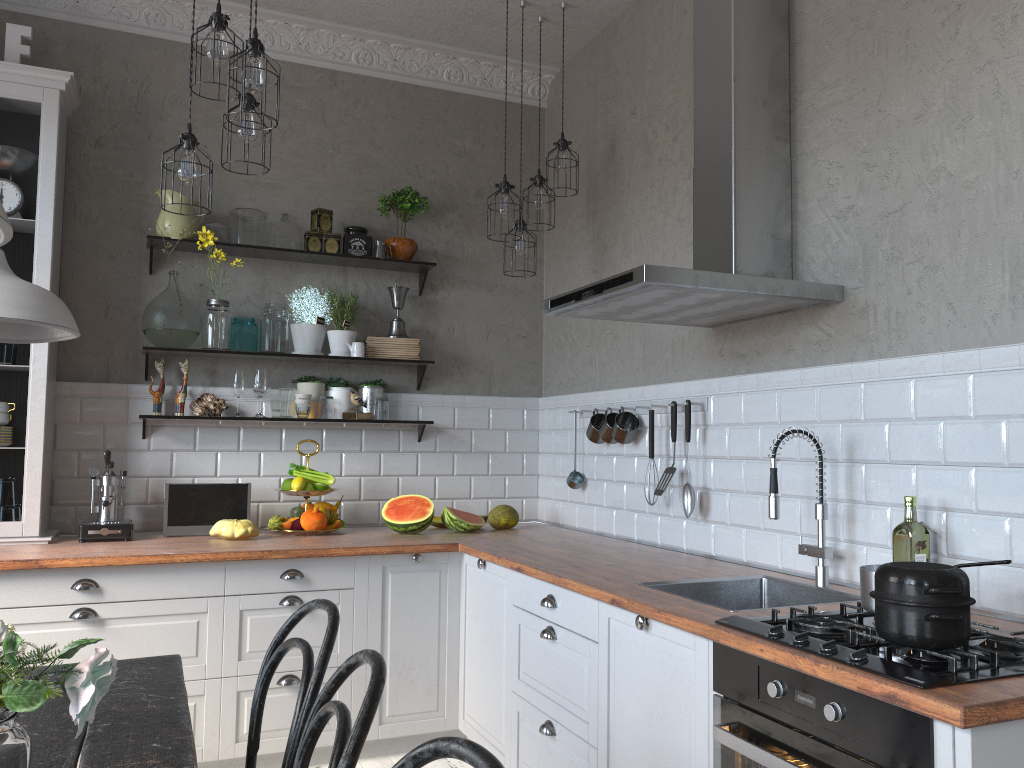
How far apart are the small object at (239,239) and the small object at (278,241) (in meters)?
0.11

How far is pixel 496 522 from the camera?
4.2m

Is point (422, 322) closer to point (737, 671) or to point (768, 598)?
point (768, 598)

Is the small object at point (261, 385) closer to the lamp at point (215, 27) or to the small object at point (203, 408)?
the small object at point (203, 408)

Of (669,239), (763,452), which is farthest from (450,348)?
(763,452)

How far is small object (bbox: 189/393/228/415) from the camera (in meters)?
4.02

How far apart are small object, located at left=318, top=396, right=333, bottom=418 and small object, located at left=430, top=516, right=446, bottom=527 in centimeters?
71cm

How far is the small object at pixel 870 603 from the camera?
1.98m

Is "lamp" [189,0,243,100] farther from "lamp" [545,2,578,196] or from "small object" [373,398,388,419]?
"small object" [373,398,388,419]

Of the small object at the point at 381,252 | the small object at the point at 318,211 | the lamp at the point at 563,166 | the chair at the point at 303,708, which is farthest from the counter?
the lamp at the point at 563,166
